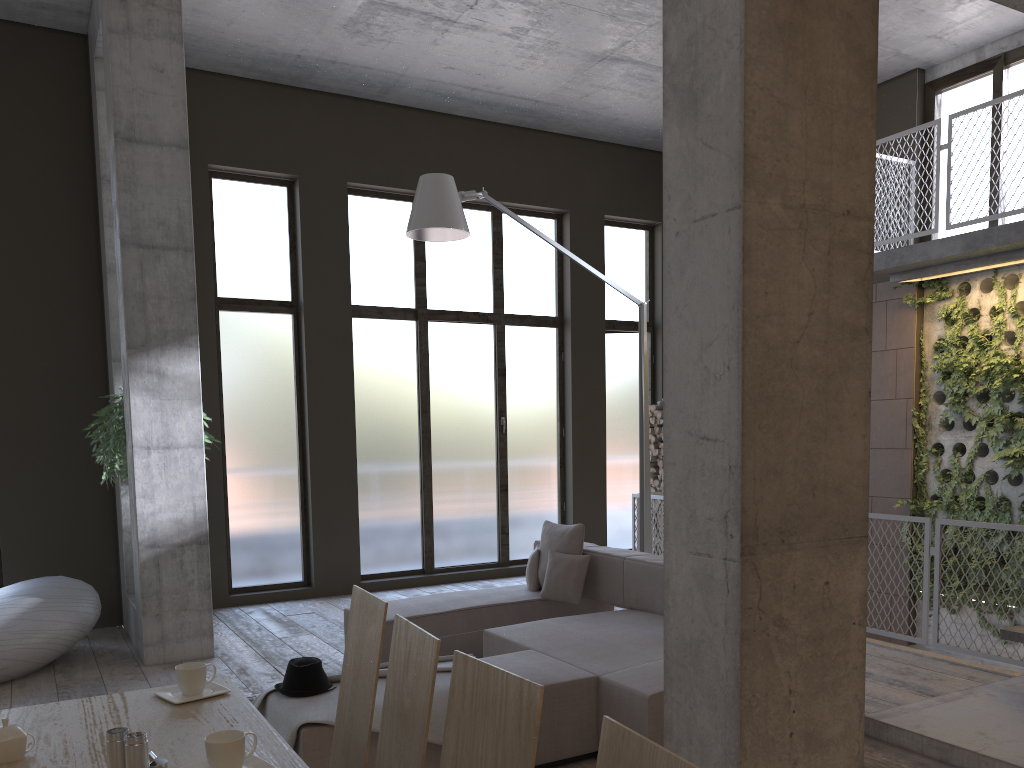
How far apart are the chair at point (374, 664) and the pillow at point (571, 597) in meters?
3.6

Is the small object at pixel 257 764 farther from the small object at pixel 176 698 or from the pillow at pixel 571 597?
the pillow at pixel 571 597

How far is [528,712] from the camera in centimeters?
164cm

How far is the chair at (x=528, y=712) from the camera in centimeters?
164cm

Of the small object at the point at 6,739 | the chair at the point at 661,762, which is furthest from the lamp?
the chair at the point at 661,762

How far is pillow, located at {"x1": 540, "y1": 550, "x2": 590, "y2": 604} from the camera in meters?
6.2

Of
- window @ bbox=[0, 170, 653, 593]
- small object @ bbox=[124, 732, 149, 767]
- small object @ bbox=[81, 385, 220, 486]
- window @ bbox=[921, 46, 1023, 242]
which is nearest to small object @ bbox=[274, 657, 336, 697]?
small object @ bbox=[124, 732, 149, 767]

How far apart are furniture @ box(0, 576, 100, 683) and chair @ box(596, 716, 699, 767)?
5.7 meters

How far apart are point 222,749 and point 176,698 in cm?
73

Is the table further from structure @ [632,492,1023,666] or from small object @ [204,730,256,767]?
structure @ [632,492,1023,666]
